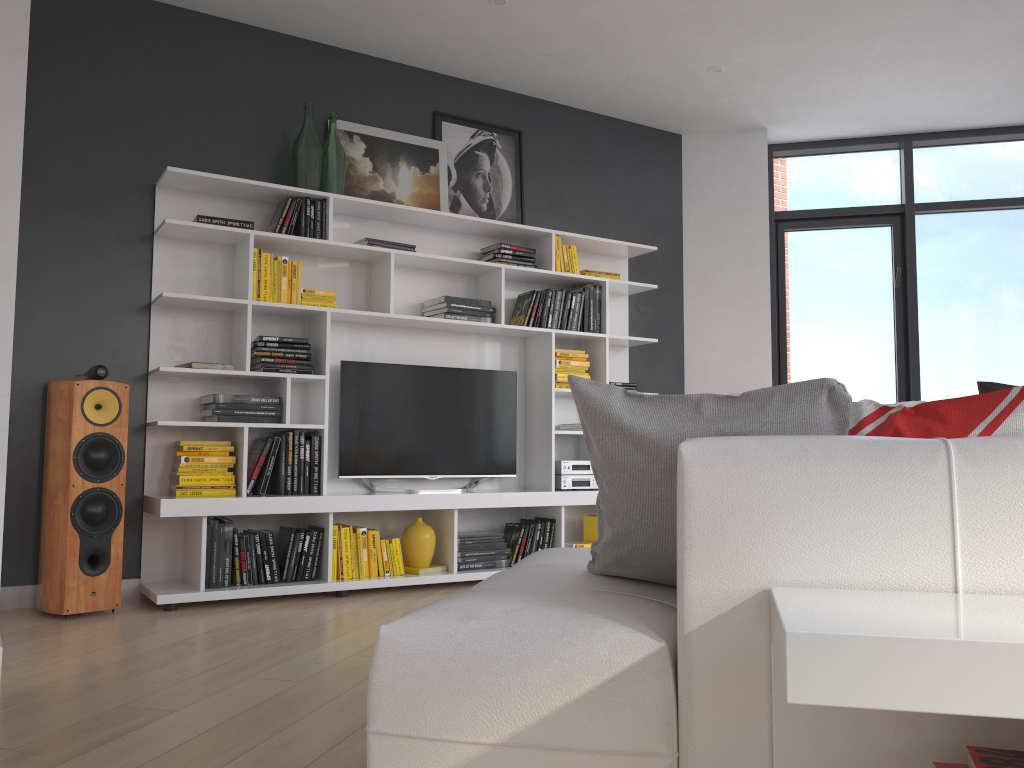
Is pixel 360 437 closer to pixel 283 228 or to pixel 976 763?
pixel 283 228

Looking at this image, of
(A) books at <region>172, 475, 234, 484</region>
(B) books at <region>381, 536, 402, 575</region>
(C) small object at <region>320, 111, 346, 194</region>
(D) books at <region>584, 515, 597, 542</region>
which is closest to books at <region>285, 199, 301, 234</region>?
(C) small object at <region>320, 111, 346, 194</region>

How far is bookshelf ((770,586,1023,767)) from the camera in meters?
0.9

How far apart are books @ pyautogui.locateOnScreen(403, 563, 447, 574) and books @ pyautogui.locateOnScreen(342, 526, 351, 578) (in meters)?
0.36

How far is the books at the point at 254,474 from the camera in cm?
434

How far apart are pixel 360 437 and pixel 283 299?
0.8m

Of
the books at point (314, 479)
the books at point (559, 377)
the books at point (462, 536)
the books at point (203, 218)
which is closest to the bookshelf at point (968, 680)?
the books at point (314, 479)

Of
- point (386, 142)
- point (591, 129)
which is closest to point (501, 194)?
point (386, 142)

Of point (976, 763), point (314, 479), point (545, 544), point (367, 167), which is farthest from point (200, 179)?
point (976, 763)

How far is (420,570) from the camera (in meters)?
4.62
